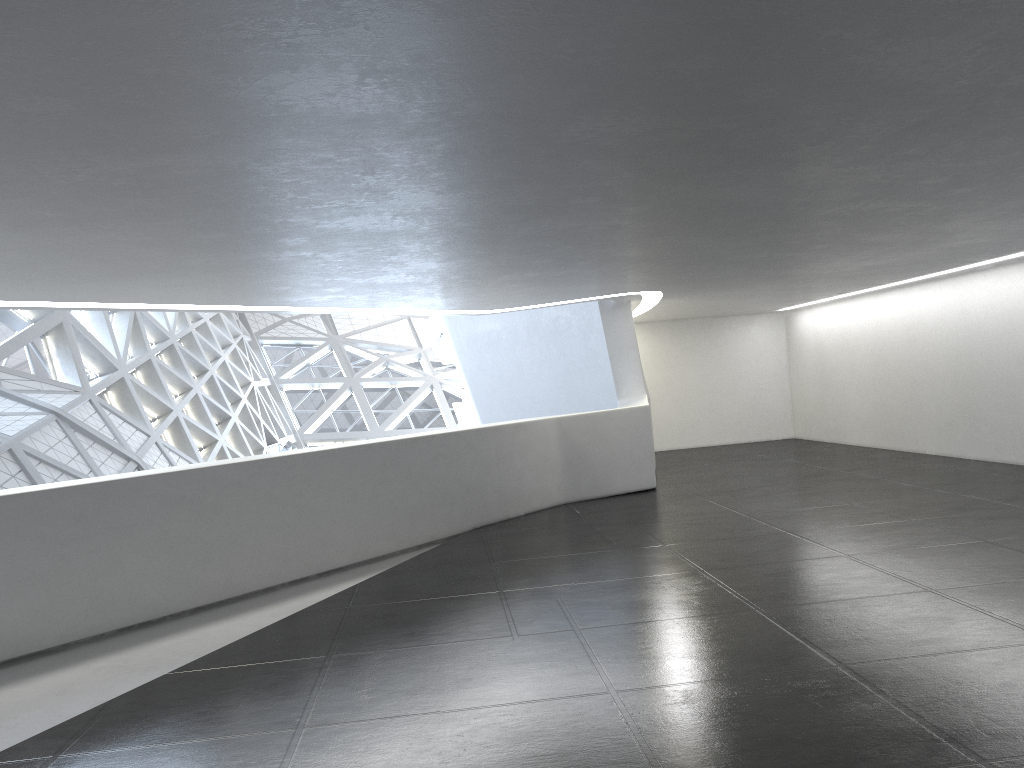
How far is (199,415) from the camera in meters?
38.8
